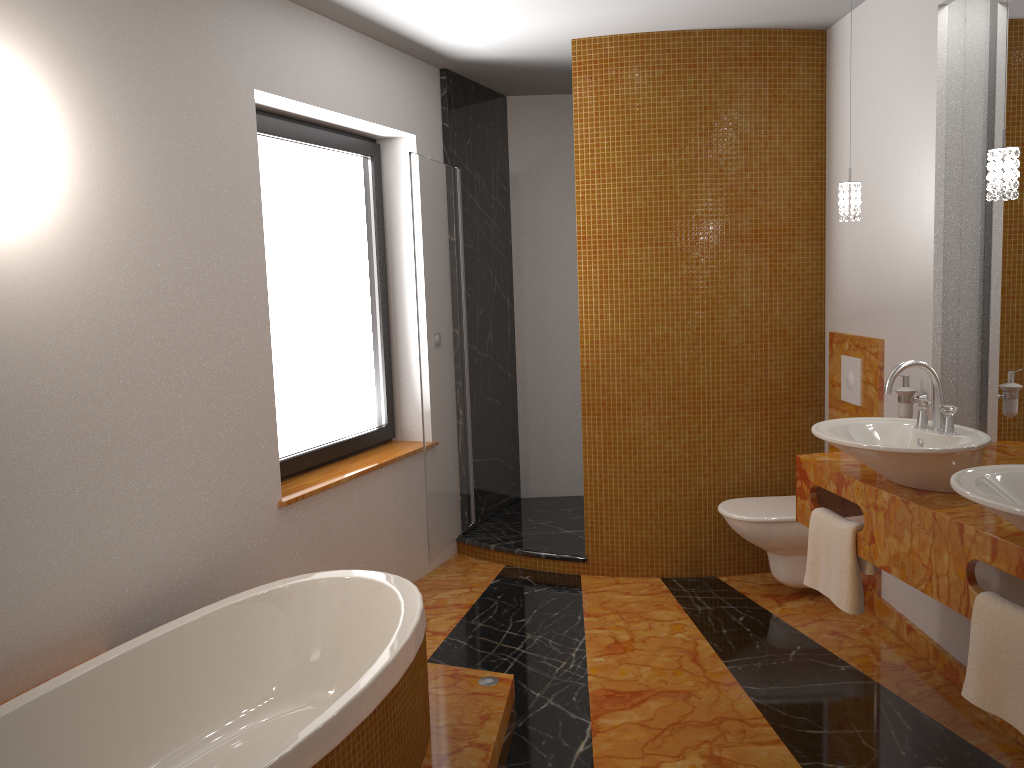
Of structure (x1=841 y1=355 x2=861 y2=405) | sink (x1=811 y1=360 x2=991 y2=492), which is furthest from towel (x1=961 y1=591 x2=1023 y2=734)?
structure (x1=841 y1=355 x2=861 y2=405)

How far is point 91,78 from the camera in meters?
2.5

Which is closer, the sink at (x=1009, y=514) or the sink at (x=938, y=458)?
the sink at (x=1009, y=514)

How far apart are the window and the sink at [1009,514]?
2.5 meters

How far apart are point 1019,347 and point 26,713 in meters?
3.0

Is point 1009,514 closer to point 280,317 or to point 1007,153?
point 1007,153

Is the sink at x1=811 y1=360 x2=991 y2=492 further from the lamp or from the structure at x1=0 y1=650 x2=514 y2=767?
the structure at x1=0 y1=650 x2=514 y2=767

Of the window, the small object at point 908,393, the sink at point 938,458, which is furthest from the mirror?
the window

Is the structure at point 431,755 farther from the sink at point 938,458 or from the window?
the sink at point 938,458

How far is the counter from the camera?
2.2 meters
